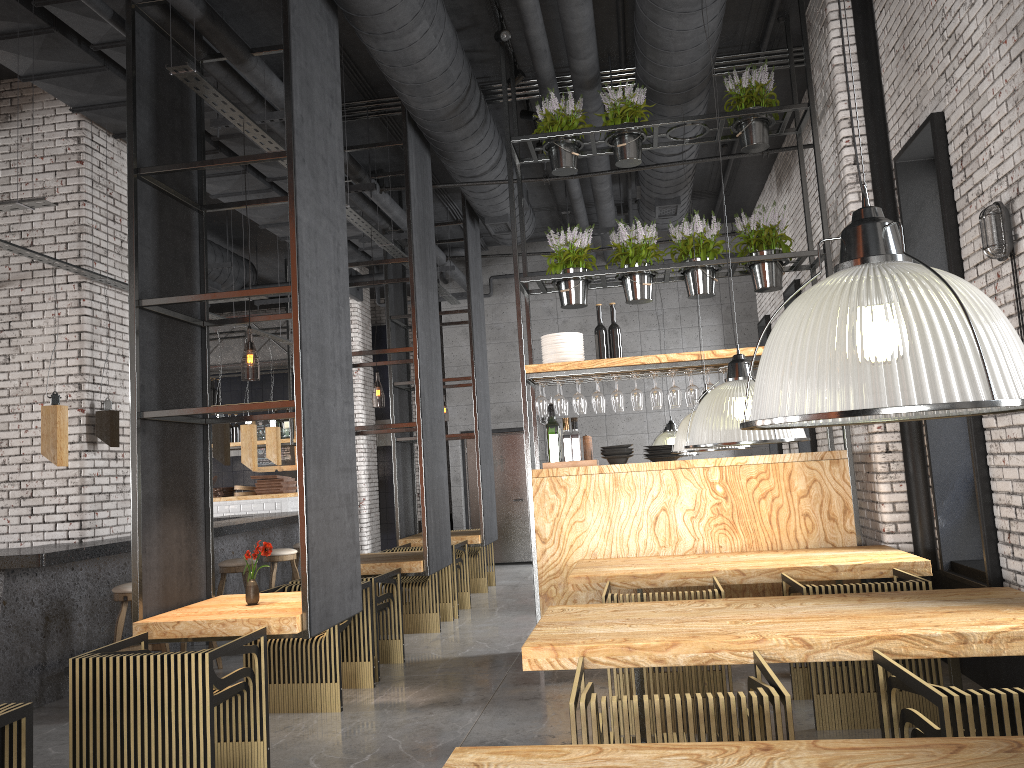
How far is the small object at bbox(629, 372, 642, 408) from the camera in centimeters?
666cm

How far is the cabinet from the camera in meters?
16.3

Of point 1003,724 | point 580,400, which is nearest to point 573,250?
point 580,400

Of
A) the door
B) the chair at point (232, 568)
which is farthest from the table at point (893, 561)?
the door

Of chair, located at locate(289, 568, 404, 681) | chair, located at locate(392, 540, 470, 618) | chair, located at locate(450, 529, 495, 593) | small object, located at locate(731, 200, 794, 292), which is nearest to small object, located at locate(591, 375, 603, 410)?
small object, located at locate(731, 200, 794, 292)

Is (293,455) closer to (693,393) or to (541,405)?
(541,405)

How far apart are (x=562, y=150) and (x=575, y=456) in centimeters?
243cm

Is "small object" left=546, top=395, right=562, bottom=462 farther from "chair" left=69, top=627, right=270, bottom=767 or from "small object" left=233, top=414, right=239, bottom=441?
"small object" left=233, top=414, right=239, bottom=441

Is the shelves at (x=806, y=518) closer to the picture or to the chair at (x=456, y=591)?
the chair at (x=456, y=591)

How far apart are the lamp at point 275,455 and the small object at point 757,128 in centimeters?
615cm
